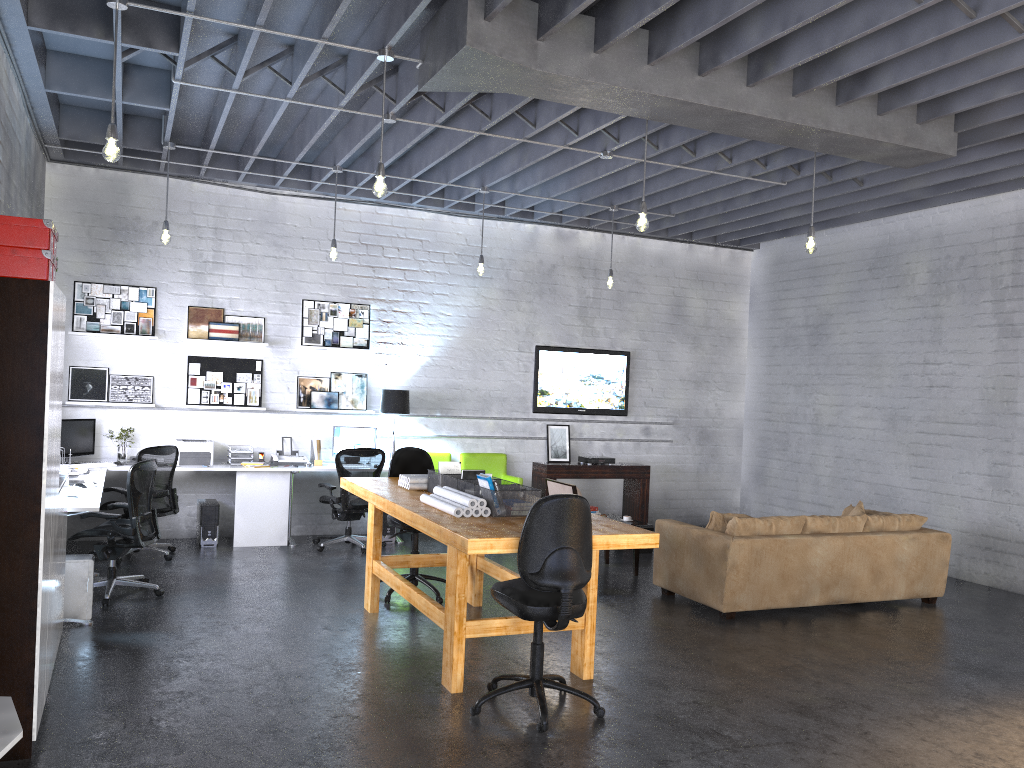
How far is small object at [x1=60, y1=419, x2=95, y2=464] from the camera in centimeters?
831cm

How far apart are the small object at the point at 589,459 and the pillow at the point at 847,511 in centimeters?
310cm

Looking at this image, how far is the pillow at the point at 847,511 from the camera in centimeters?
824cm

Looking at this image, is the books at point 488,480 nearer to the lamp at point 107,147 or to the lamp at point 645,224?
the lamp at point 645,224

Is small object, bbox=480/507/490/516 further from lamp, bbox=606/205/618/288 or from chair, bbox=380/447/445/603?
lamp, bbox=606/205/618/288

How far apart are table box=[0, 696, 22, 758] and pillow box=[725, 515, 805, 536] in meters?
5.1

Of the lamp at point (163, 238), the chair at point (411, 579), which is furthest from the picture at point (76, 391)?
the chair at point (411, 579)

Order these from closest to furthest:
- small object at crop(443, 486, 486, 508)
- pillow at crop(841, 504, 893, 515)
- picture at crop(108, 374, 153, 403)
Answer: small object at crop(443, 486, 486, 508) < pillow at crop(841, 504, 893, 515) < picture at crop(108, 374, 153, 403)

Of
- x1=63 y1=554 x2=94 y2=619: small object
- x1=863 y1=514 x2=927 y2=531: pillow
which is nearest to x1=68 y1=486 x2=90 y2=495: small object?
x1=63 y1=554 x2=94 y2=619: small object

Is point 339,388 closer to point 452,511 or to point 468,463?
point 468,463
